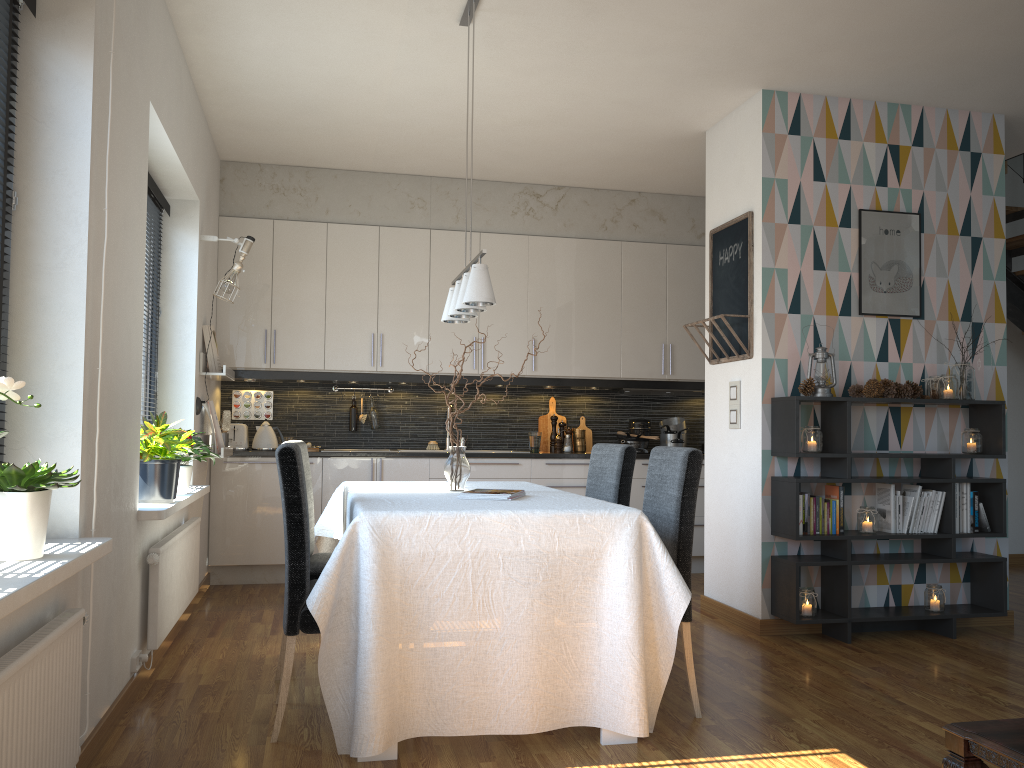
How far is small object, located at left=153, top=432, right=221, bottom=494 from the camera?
4.2m

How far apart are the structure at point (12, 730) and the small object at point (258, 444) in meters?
3.6

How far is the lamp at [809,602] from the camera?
4.3 meters

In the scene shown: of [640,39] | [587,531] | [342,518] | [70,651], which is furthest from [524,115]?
[70,651]

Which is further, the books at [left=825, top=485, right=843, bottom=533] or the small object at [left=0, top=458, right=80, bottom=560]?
the books at [left=825, top=485, right=843, bottom=533]

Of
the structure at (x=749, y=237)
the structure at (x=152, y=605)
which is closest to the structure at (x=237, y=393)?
the structure at (x=152, y=605)

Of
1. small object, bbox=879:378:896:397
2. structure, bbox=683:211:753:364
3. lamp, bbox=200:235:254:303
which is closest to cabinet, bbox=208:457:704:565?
lamp, bbox=200:235:254:303

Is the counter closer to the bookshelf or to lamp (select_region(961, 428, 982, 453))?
the bookshelf

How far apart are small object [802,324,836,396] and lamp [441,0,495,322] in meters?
1.8

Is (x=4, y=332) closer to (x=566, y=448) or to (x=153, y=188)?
(x=153, y=188)
